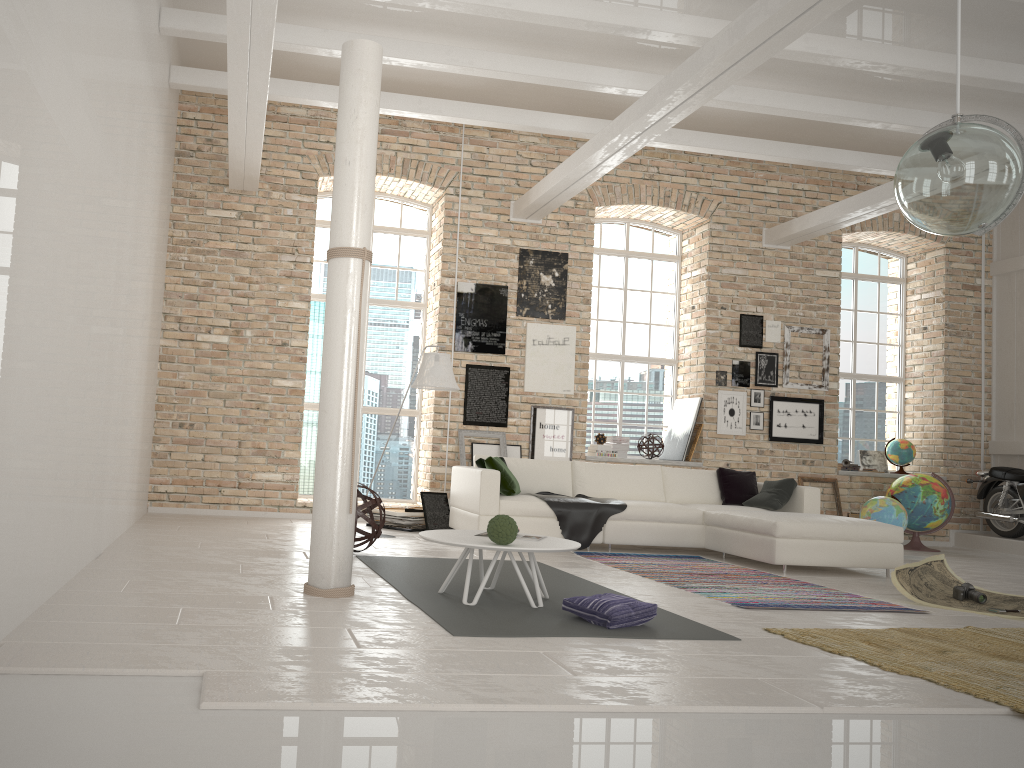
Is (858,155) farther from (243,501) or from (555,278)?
(243,501)

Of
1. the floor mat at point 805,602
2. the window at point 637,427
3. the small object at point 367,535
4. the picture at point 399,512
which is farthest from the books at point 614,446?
the small object at point 367,535

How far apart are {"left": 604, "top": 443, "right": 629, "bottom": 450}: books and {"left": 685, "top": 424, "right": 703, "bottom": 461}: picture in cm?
75

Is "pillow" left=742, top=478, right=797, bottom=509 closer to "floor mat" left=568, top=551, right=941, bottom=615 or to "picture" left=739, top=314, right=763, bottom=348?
"floor mat" left=568, top=551, right=941, bottom=615

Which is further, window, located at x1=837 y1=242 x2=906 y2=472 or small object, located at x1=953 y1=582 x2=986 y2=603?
window, located at x1=837 y1=242 x2=906 y2=472

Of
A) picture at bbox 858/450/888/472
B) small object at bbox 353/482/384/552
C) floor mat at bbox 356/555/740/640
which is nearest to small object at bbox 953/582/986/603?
floor mat at bbox 356/555/740/640

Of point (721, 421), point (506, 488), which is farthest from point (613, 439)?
point (506, 488)

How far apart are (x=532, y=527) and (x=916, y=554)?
4.7m

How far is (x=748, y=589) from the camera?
5.9m

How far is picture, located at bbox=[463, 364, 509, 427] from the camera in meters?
9.8 m
